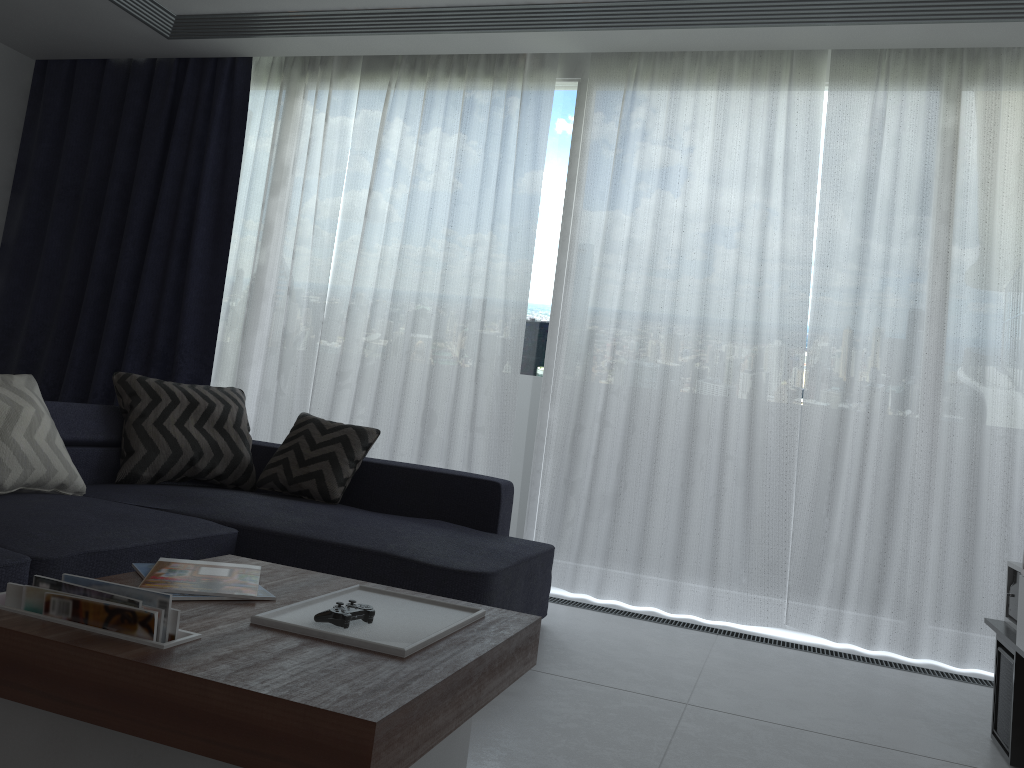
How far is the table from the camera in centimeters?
124cm

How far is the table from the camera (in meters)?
1.24

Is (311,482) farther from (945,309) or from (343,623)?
(945,309)

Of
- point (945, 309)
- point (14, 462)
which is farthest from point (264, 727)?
point (945, 309)

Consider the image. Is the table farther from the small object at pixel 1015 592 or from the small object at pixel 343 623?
the small object at pixel 1015 592

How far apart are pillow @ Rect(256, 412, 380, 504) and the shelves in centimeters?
236cm

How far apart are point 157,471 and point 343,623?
2.20m

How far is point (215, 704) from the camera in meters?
1.3

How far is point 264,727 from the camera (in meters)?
1.24

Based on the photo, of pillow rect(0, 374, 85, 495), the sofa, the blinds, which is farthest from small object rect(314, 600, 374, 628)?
the blinds
